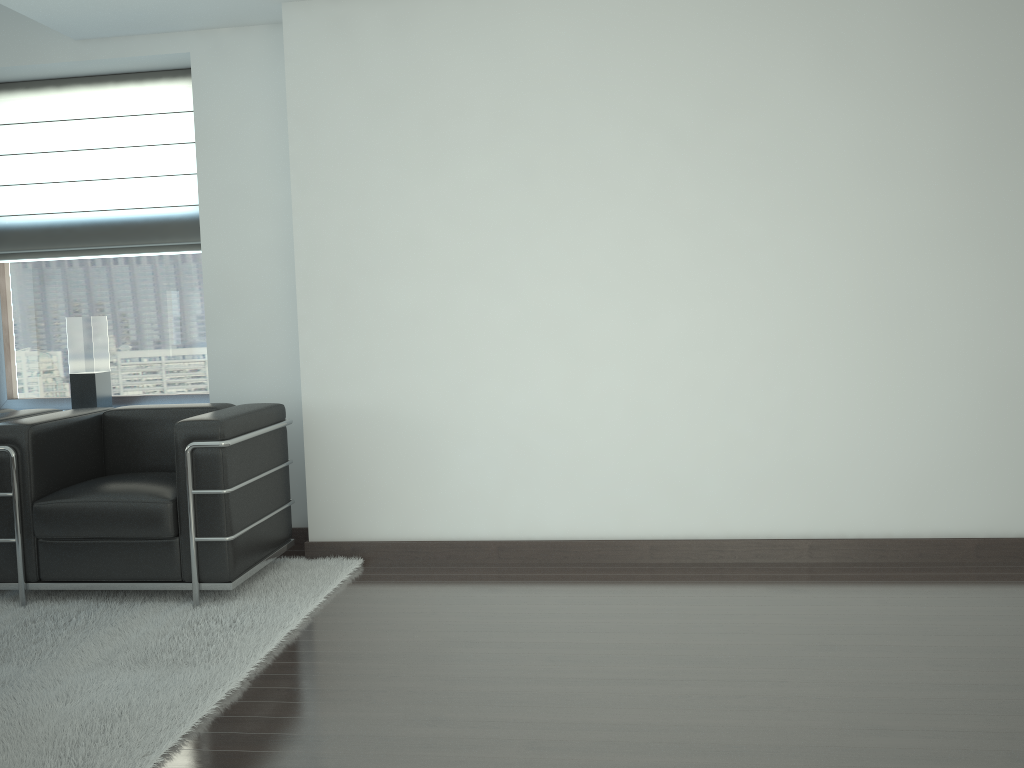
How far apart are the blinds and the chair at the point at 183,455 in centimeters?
151cm

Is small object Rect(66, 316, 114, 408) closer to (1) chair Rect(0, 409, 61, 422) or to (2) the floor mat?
(1) chair Rect(0, 409, 61, 422)

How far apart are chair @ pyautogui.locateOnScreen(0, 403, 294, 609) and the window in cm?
108

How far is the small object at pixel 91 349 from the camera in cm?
702

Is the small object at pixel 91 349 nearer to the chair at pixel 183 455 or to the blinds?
the blinds

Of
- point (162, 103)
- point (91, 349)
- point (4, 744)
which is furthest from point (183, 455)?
point (162, 103)

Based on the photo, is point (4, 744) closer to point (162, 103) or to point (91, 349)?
point (91, 349)

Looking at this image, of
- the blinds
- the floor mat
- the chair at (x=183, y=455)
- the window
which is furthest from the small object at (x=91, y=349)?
the floor mat

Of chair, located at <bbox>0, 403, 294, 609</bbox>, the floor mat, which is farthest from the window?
the floor mat

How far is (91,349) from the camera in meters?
7.0 m
